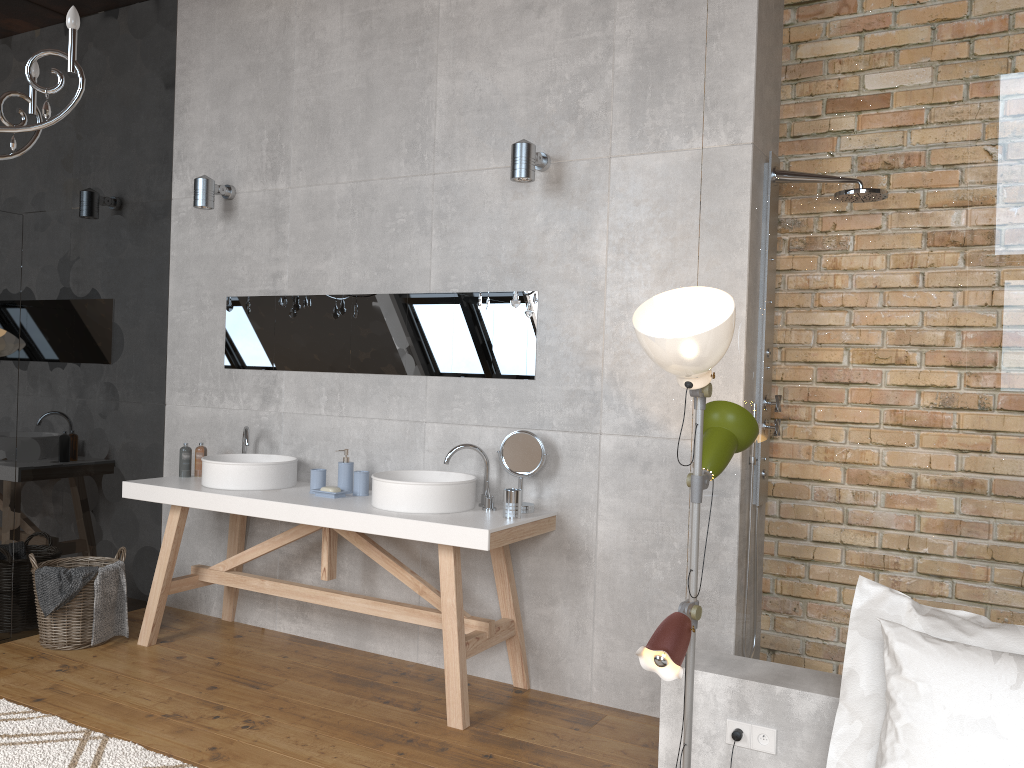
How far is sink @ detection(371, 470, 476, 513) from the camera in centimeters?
352cm

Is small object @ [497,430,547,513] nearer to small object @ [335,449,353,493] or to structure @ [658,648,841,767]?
small object @ [335,449,353,493]

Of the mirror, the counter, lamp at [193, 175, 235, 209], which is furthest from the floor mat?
lamp at [193, 175, 235, 209]

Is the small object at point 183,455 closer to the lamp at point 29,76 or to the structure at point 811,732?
the lamp at point 29,76

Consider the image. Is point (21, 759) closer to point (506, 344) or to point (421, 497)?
point (421, 497)

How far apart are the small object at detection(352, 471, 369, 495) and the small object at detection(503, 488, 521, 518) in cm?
80

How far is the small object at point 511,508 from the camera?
3.5m

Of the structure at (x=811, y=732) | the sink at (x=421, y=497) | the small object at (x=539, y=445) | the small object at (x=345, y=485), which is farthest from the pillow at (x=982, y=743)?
the small object at (x=345, y=485)

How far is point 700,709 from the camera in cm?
256

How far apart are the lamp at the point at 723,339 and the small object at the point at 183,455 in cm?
284
